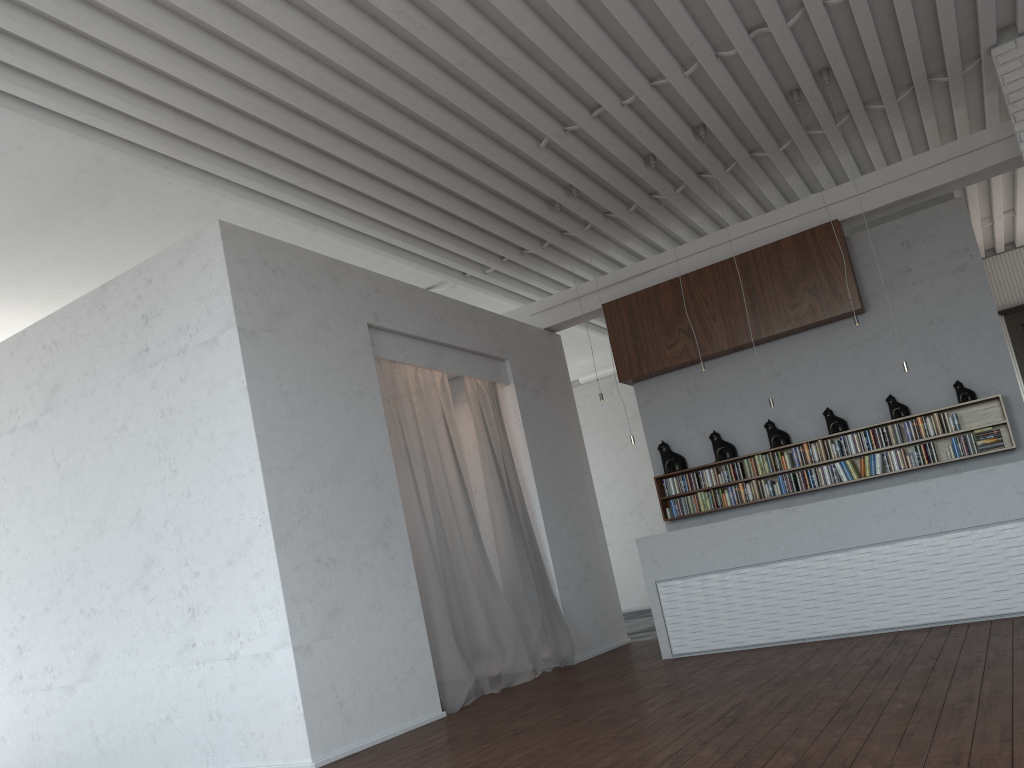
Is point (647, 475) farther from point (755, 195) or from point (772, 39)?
point (772, 39)

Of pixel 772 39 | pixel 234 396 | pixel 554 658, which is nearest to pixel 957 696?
pixel 234 396
